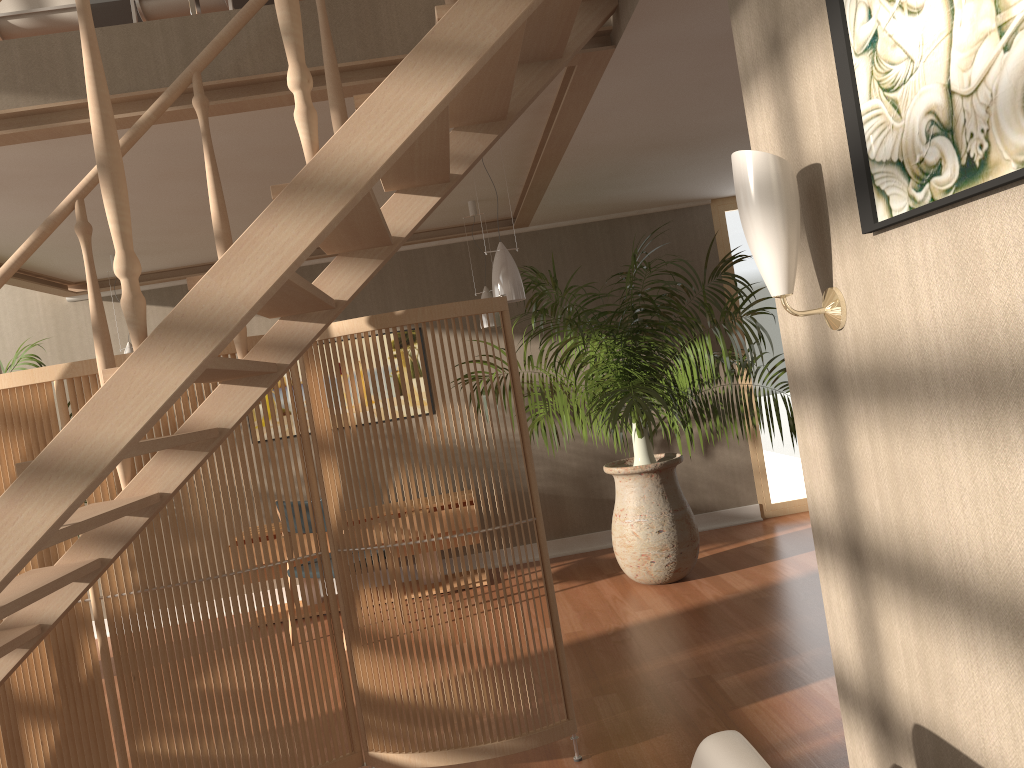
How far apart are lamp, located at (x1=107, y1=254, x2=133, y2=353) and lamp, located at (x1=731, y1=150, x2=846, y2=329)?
4.67m

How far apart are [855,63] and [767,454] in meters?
5.5 m

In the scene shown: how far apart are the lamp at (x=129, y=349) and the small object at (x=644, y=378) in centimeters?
247cm

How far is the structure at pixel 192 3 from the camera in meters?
2.9

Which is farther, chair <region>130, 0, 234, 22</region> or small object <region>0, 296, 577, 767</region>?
chair <region>130, 0, 234, 22</region>

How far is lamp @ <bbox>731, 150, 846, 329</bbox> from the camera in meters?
1.6 m

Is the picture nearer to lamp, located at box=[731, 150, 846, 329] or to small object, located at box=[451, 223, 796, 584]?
lamp, located at box=[731, 150, 846, 329]

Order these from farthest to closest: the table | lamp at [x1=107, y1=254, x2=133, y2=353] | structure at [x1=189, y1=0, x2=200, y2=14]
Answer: A: lamp at [x1=107, y1=254, x2=133, y2=353], the table, structure at [x1=189, y1=0, x2=200, y2=14]

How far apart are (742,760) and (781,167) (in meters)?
1.00

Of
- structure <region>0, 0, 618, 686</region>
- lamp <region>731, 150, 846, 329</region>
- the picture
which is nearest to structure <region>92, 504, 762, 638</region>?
structure <region>0, 0, 618, 686</region>
